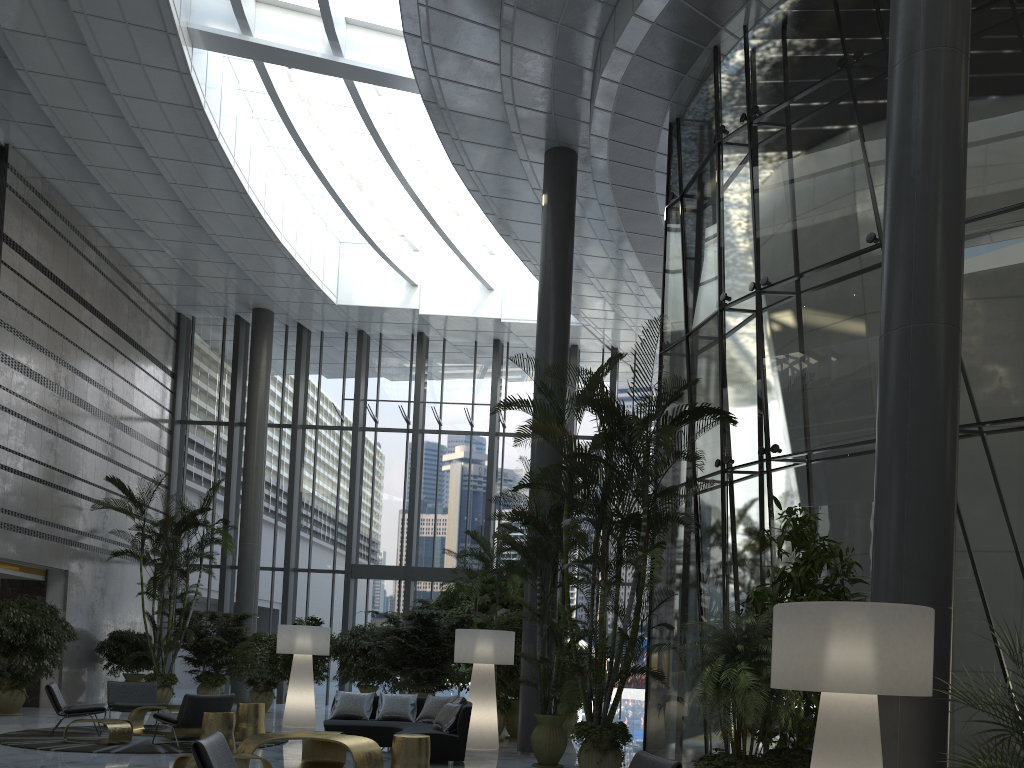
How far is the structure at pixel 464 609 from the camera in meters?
14.6 m

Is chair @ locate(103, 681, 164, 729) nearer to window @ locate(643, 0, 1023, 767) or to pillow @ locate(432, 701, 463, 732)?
pillow @ locate(432, 701, 463, 732)

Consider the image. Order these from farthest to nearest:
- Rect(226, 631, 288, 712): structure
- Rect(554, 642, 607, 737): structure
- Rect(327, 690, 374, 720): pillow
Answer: Rect(226, 631, 288, 712): structure → Rect(554, 642, 607, 737): structure → Rect(327, 690, 374, 720): pillow

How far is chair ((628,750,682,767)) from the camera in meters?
4.9

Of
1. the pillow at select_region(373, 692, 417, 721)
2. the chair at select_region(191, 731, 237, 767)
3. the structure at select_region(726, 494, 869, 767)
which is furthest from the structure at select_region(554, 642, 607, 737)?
the chair at select_region(191, 731, 237, 767)

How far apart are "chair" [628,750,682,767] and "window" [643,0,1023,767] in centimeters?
271cm

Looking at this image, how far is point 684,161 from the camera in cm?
1136

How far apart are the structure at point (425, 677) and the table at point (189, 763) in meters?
5.6

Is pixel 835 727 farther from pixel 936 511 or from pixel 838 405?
pixel 838 405

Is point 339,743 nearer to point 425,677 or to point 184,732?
point 184,732
